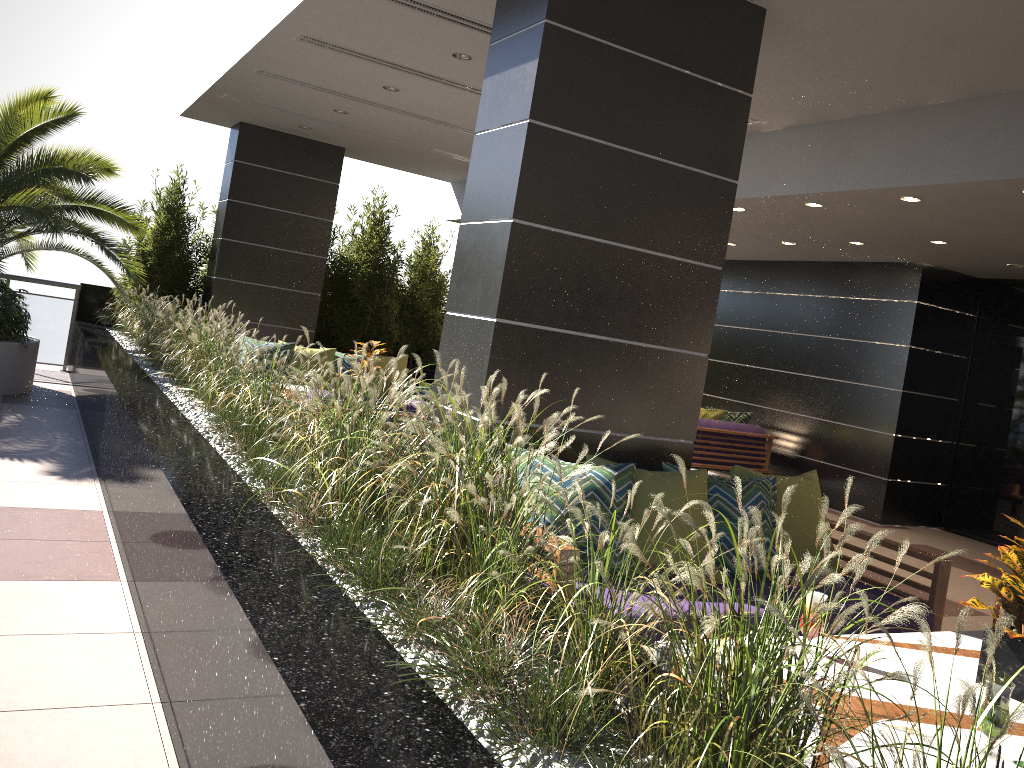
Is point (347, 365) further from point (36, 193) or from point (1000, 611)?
point (1000, 611)

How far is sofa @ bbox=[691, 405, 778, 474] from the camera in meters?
9.7 m

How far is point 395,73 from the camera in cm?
714

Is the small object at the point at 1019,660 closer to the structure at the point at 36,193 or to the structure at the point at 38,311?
the structure at the point at 36,193

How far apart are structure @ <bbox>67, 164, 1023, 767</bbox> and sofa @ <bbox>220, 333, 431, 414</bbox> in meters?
1.0

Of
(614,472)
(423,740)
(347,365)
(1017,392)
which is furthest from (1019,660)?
(1017,392)

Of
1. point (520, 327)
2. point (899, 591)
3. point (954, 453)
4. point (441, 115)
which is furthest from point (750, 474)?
point (954, 453)

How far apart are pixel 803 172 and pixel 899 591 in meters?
3.6 m

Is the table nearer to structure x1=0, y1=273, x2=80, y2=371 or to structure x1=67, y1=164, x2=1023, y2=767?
structure x1=67, y1=164, x2=1023, y2=767

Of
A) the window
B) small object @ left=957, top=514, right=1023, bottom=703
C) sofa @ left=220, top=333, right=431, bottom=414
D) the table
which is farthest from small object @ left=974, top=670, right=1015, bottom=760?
the window
